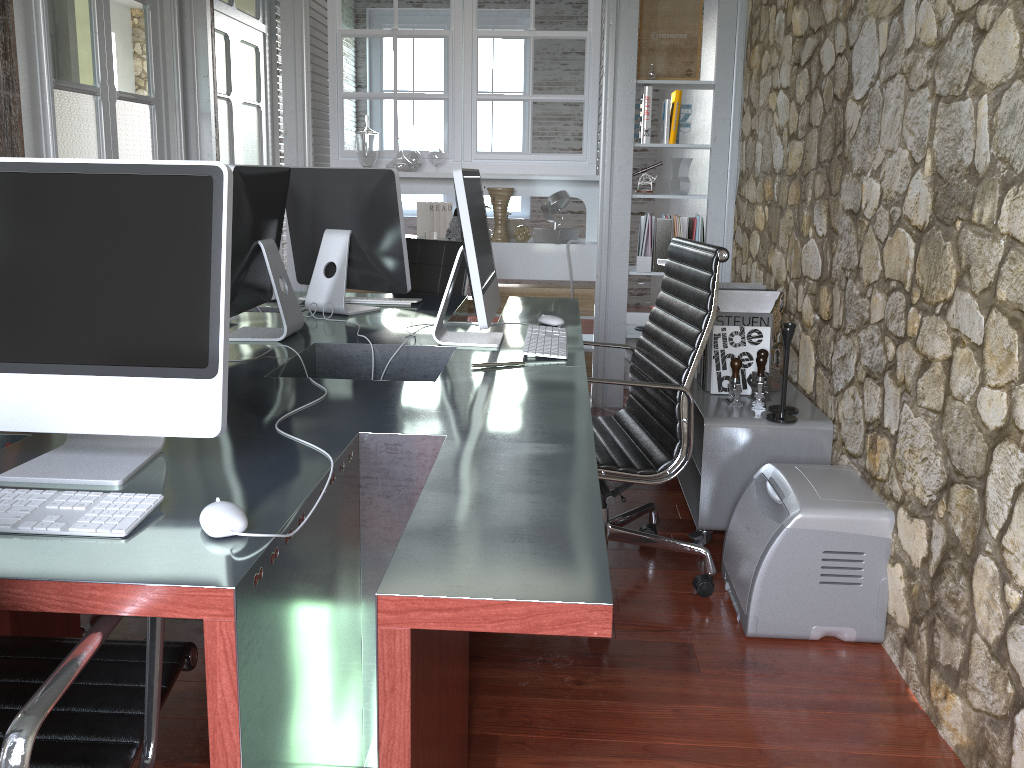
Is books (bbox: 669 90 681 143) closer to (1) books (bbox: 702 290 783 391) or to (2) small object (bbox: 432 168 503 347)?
(1) books (bbox: 702 290 783 391)

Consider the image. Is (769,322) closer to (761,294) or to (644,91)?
(761,294)

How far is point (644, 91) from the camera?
4.43m

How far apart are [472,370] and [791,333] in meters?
1.1 m

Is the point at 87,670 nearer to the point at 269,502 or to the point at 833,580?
the point at 269,502

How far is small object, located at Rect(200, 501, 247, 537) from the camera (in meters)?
1.15

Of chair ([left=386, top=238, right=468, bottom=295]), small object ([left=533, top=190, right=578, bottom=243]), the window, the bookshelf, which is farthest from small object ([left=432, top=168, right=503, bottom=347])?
the window

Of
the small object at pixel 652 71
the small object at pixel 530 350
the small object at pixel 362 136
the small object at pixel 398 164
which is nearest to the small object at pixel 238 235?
the small object at pixel 530 350

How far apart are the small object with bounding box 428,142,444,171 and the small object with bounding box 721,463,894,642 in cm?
273

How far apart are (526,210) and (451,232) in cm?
383
